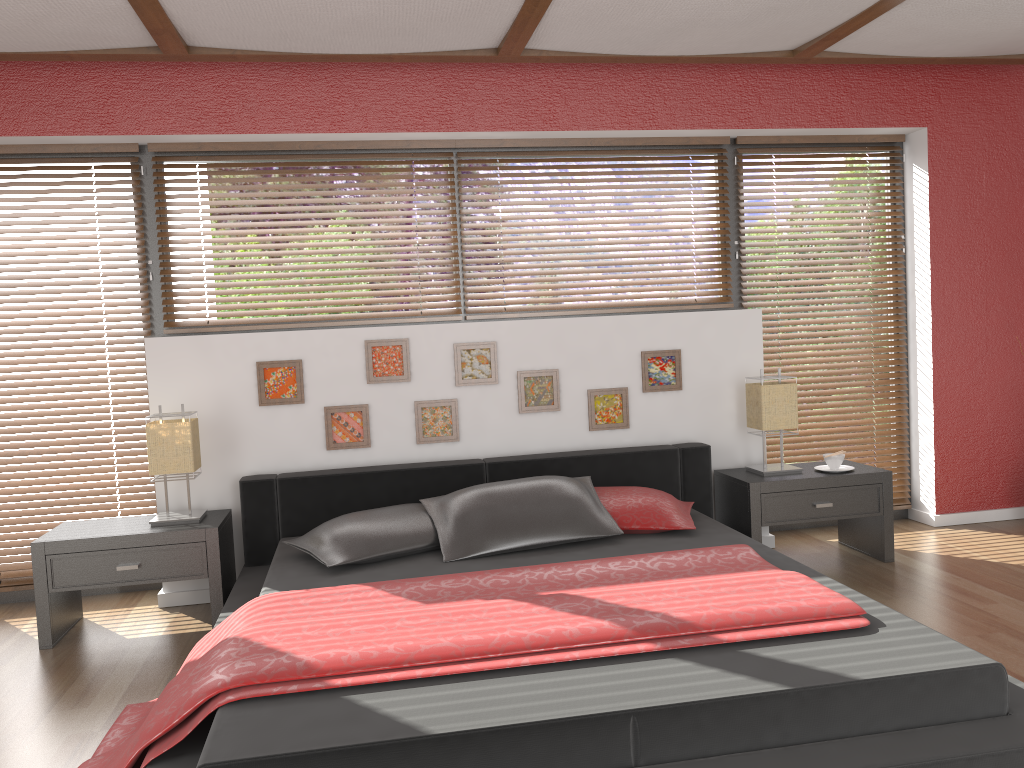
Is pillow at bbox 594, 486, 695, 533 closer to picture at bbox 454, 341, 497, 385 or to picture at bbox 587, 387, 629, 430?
picture at bbox 587, 387, 629, 430

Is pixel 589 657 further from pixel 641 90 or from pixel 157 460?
pixel 641 90

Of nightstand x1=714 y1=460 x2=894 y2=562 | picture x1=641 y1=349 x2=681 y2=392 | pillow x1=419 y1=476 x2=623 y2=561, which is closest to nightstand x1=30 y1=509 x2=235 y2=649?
pillow x1=419 y1=476 x2=623 y2=561

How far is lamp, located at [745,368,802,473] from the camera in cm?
410

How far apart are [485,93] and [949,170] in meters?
2.5

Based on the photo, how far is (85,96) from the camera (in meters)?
3.89

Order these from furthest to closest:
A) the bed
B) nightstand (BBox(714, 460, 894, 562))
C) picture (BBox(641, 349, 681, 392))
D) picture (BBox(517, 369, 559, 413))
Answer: picture (BBox(641, 349, 681, 392))
picture (BBox(517, 369, 559, 413))
nightstand (BBox(714, 460, 894, 562))
the bed

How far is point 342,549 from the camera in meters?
3.3

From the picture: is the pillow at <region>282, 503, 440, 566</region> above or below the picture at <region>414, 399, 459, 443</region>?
below

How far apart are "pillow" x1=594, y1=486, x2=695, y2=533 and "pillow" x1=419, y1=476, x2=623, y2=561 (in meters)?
0.04
